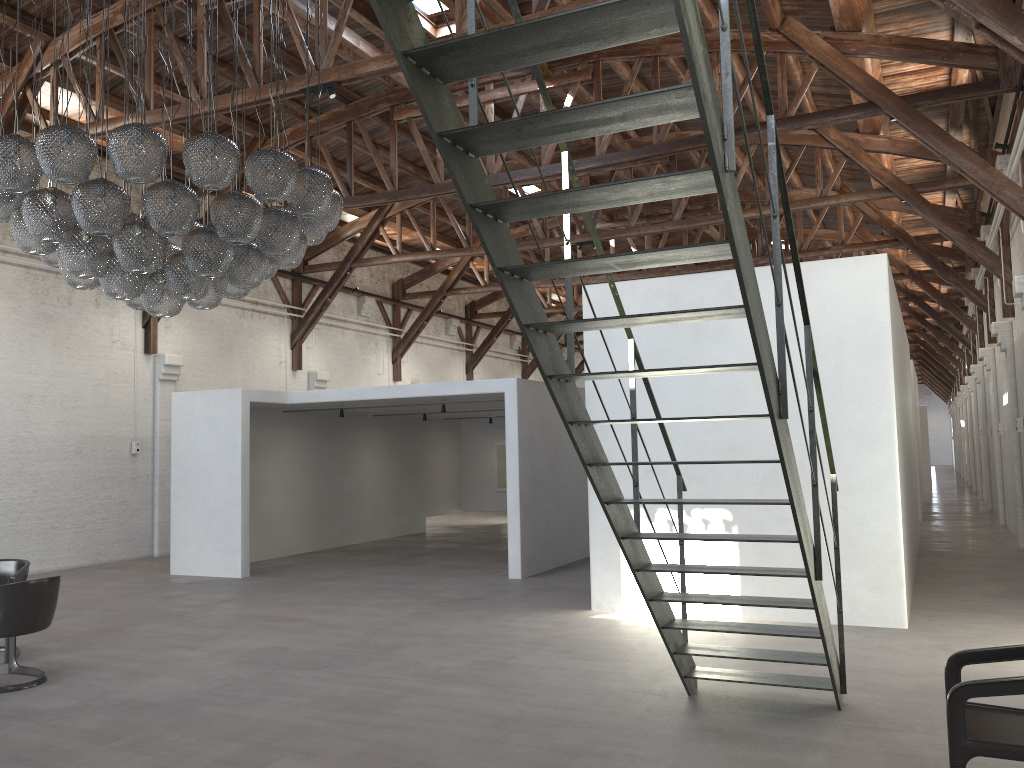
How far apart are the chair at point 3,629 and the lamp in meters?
2.1

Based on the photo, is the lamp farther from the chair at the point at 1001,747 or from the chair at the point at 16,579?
the chair at the point at 1001,747

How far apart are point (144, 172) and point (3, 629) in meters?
3.3

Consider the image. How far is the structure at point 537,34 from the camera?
2.7 meters

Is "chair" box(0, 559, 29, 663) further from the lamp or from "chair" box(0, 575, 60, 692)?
the lamp

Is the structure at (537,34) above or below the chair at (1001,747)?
above

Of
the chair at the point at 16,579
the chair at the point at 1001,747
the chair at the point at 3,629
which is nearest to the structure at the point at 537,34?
the chair at the point at 1001,747

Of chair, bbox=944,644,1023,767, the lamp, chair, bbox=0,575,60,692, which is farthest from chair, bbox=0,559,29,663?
chair, bbox=944,644,1023,767

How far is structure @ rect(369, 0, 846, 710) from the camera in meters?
2.7 m

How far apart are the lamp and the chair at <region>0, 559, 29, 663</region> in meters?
2.4
